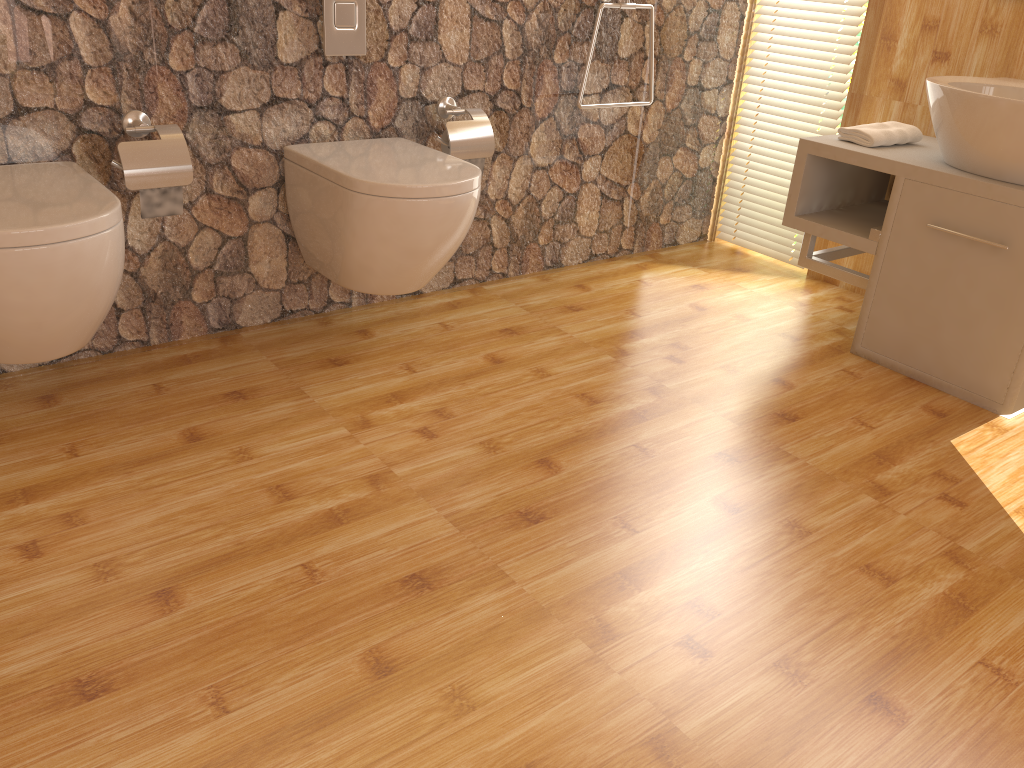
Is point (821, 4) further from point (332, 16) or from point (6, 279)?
point (6, 279)

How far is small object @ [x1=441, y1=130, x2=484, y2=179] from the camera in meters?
2.6 m

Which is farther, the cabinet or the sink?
the cabinet

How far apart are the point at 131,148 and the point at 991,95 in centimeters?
204cm

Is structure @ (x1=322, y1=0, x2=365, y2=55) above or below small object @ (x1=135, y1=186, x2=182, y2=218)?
above

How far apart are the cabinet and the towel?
0.0 meters

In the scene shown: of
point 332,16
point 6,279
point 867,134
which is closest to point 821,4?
point 867,134

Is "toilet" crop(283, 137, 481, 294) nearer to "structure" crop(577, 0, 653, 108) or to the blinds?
"structure" crop(577, 0, 653, 108)

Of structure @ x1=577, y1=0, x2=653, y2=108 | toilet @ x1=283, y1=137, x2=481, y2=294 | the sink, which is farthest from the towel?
toilet @ x1=283, y1=137, x2=481, y2=294

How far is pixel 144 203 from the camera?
2.1m
